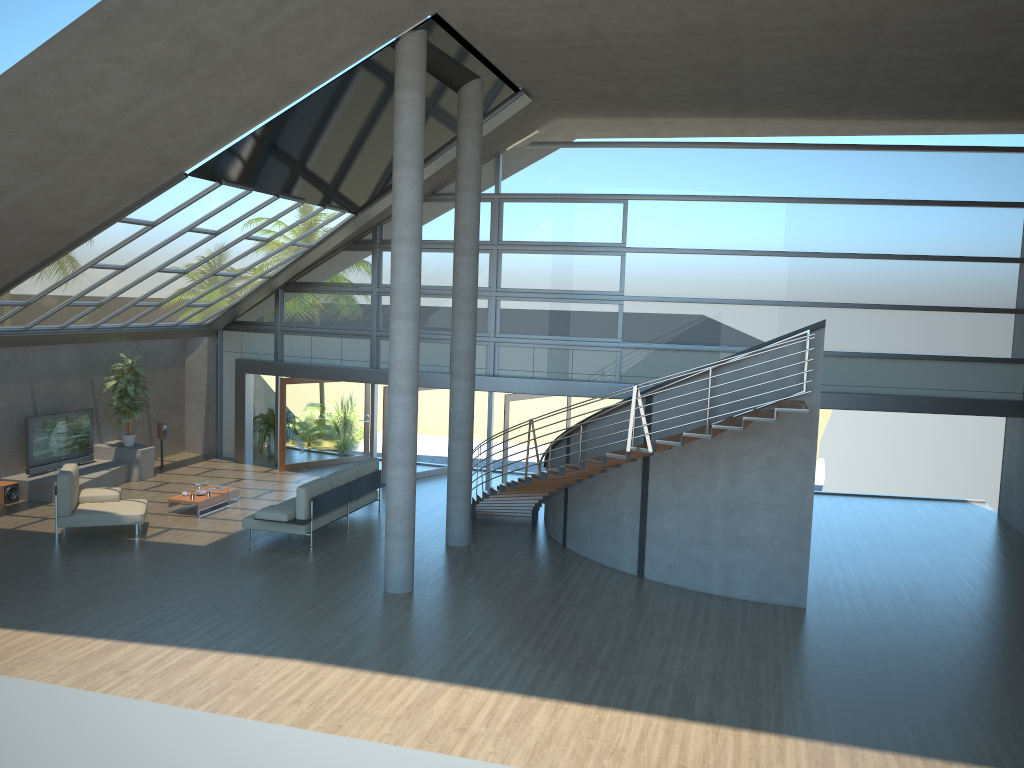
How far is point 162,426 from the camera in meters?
Result: 18.3 m

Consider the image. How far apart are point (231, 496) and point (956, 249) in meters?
13.6 m

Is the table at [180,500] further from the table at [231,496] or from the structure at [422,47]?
the structure at [422,47]

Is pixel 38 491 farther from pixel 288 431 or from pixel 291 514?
pixel 291 514

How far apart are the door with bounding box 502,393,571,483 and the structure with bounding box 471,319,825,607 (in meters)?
1.79

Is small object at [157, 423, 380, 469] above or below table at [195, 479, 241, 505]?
above

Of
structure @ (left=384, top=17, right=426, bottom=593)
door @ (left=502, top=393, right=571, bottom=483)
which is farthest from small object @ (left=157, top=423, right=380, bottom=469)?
structure @ (left=384, top=17, right=426, bottom=593)

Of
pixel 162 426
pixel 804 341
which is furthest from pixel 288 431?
pixel 804 341

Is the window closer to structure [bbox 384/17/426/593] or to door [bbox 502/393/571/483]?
door [bbox 502/393/571/483]

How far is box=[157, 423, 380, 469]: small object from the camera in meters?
18.3
